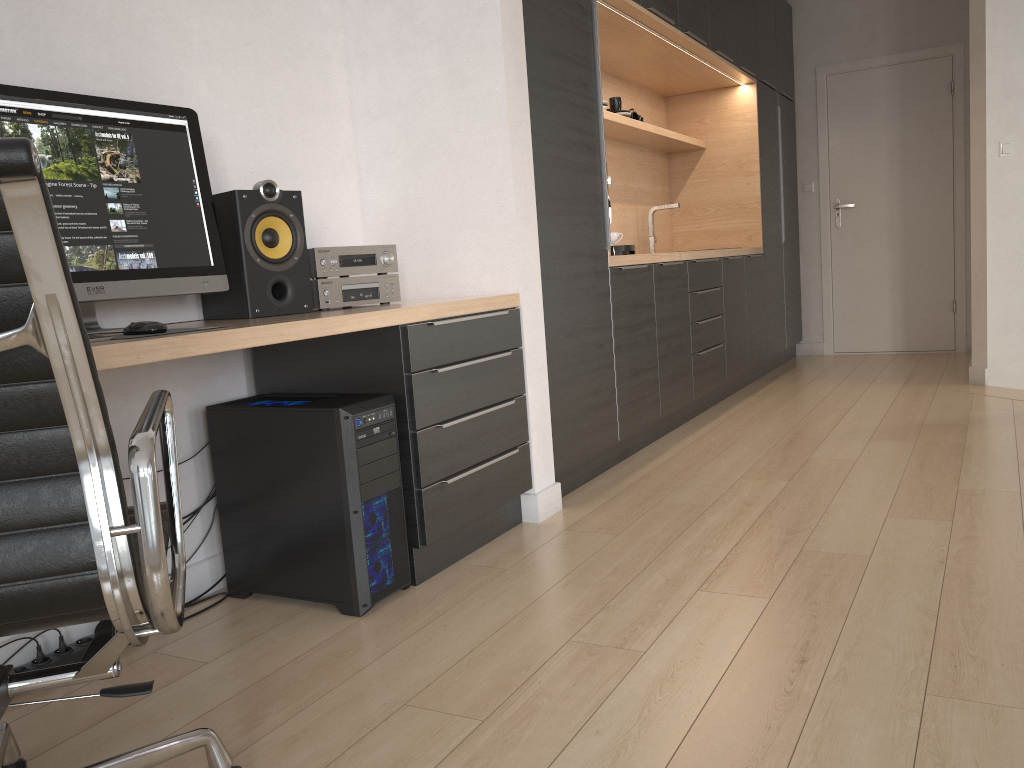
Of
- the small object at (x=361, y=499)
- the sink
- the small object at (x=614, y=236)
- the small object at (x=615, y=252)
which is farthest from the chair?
the sink

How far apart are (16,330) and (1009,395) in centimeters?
472cm

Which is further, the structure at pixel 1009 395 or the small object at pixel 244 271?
the structure at pixel 1009 395

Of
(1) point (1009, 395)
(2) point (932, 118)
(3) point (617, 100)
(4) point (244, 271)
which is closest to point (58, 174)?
(4) point (244, 271)

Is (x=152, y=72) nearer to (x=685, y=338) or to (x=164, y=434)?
(x=164, y=434)

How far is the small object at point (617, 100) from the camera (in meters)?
4.65

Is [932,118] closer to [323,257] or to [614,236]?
[614,236]

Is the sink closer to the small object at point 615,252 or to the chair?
the small object at point 615,252

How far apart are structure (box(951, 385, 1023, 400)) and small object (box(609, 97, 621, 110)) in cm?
243

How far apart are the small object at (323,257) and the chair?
1.04m
